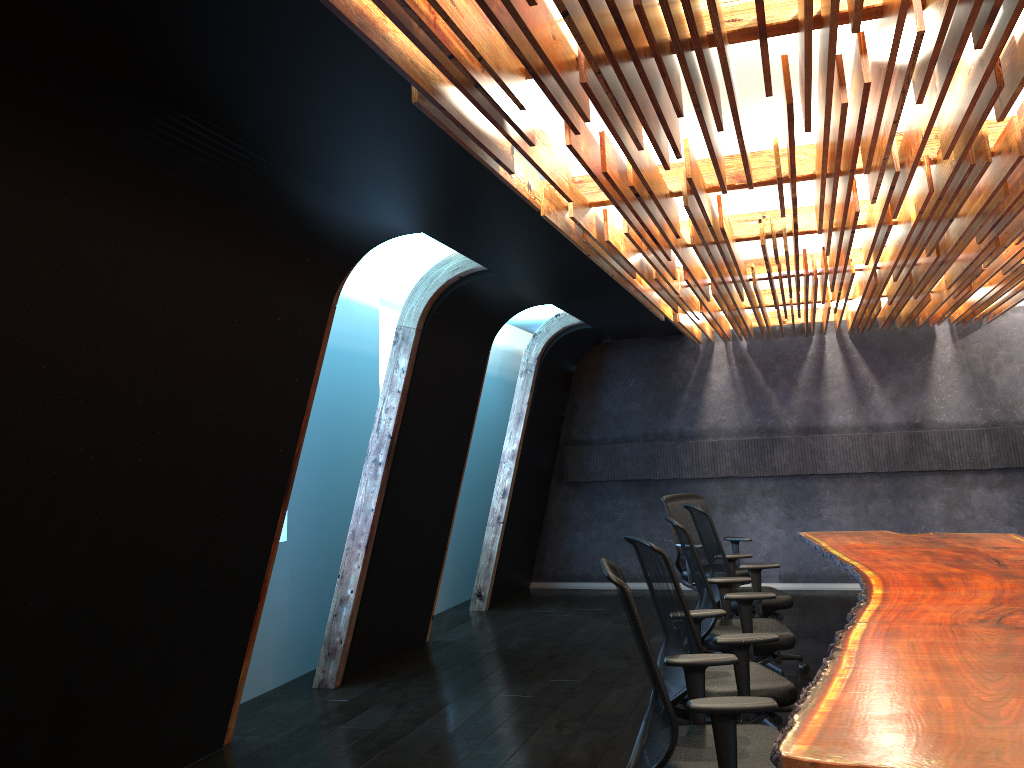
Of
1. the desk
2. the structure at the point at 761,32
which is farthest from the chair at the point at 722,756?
the structure at the point at 761,32

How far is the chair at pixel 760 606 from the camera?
6.5 meters

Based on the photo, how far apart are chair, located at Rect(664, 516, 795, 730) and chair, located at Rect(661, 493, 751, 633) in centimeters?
213cm

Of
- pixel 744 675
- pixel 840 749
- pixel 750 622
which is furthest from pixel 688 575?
pixel 840 749

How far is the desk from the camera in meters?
2.5

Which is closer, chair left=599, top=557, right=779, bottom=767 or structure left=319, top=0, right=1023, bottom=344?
structure left=319, top=0, right=1023, bottom=344

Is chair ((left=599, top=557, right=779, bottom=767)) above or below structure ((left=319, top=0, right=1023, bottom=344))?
below

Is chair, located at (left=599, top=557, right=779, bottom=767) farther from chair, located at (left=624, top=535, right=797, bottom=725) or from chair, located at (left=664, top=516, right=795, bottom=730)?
chair, located at (left=664, top=516, right=795, bottom=730)

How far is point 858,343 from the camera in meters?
10.5 m

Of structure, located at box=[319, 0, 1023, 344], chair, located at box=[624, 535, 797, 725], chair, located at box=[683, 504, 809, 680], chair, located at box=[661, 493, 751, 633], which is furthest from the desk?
structure, located at box=[319, 0, 1023, 344]
